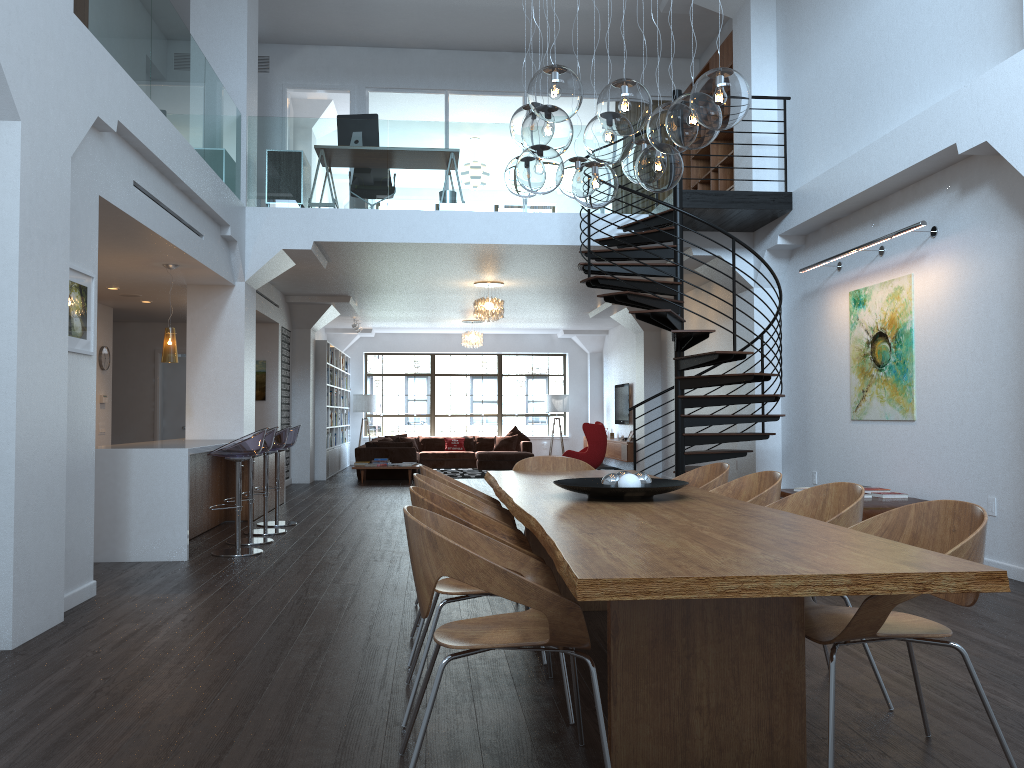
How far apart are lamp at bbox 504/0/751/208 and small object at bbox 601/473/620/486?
1.4 meters

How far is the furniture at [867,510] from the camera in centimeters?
636cm

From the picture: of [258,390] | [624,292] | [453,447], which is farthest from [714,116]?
[453,447]

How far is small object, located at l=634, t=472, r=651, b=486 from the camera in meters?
3.8

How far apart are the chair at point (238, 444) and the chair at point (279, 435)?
1.1m

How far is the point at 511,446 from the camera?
19.03m

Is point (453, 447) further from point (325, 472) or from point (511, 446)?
point (325, 472)

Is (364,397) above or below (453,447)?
above

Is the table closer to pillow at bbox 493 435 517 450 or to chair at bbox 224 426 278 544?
chair at bbox 224 426 278 544

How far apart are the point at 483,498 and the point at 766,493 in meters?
1.5 m
